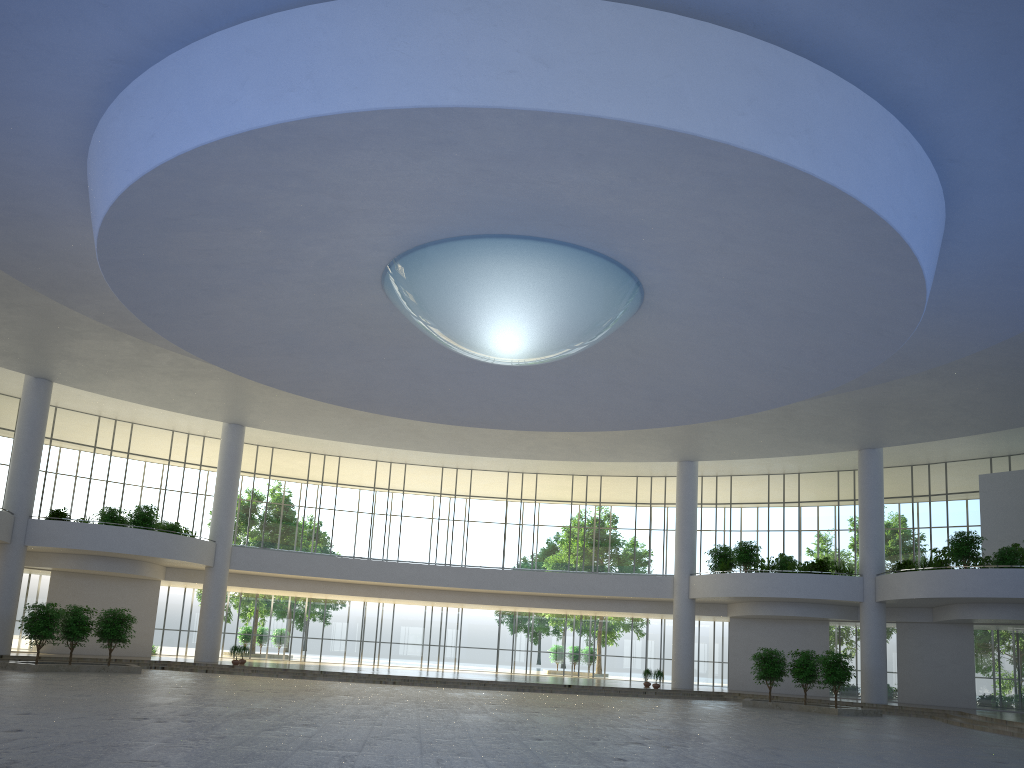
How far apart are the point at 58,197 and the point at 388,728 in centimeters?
2668cm

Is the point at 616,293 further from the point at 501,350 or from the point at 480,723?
the point at 480,723
